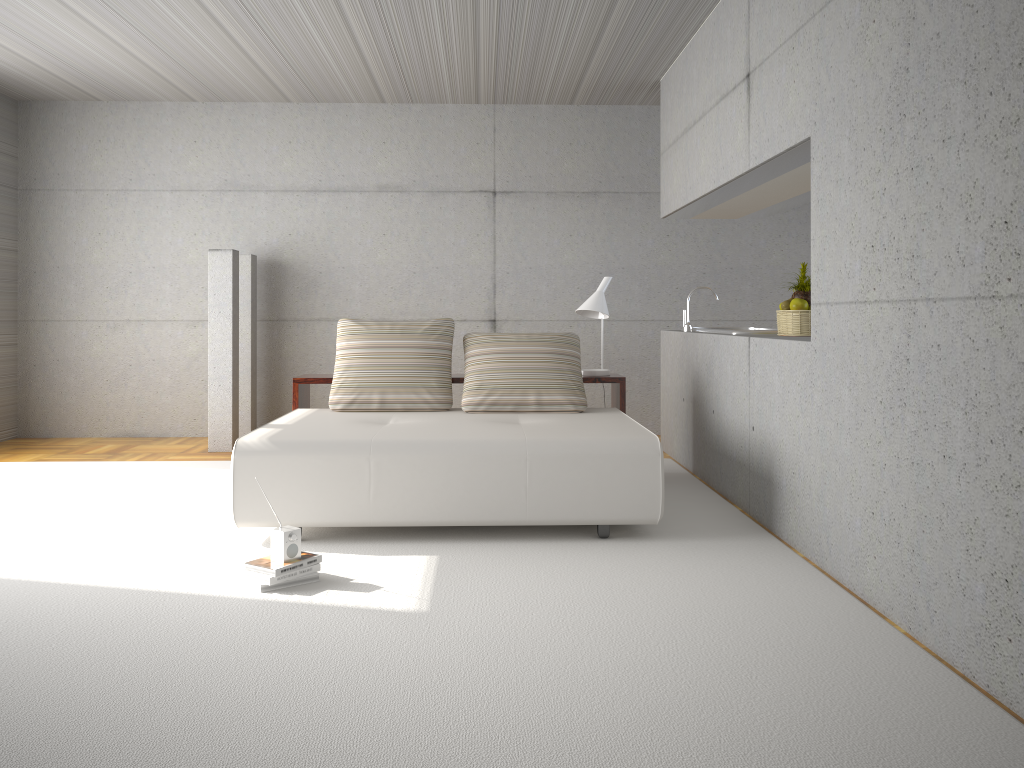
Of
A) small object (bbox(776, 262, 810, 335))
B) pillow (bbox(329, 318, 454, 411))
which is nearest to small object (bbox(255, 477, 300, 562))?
pillow (bbox(329, 318, 454, 411))

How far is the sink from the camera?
5.76m

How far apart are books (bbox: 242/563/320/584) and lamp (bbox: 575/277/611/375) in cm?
280

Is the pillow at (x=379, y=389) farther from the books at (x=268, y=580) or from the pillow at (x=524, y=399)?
the books at (x=268, y=580)

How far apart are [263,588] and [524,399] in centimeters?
232cm

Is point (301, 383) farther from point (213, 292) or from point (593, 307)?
point (593, 307)

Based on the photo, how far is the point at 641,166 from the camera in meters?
8.3

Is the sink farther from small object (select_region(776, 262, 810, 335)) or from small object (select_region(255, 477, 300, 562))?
small object (select_region(255, 477, 300, 562))

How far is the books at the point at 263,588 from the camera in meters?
3.7

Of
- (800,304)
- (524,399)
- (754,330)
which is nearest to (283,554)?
(524,399)
